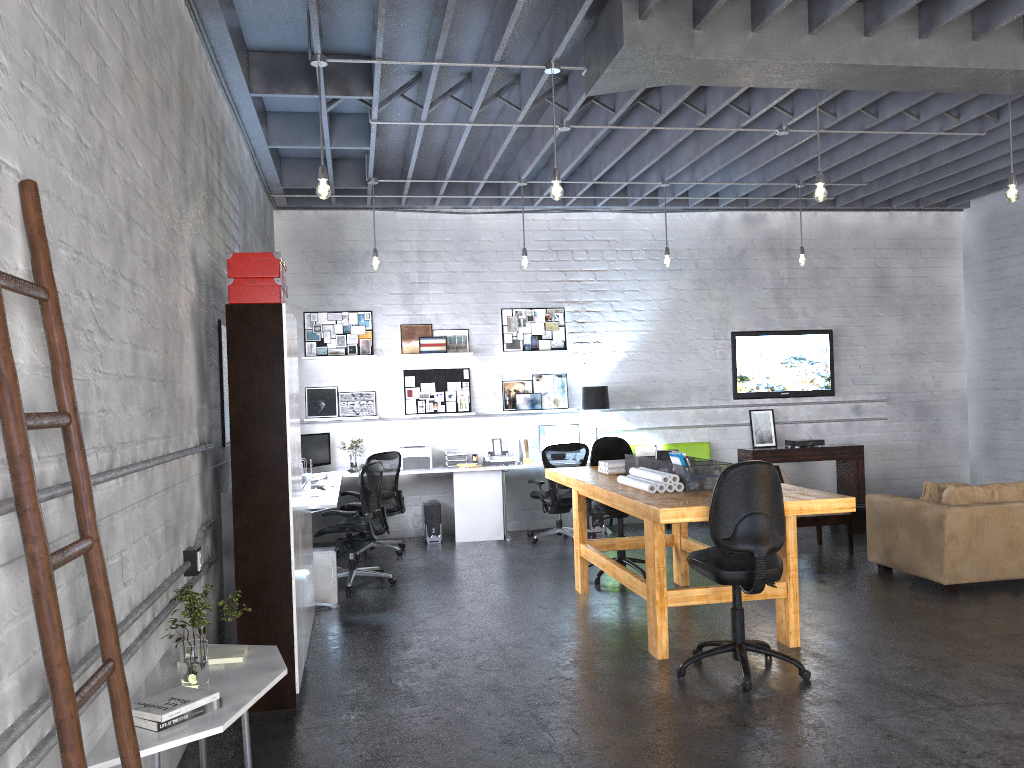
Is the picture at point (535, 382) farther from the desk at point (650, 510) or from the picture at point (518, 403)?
the desk at point (650, 510)

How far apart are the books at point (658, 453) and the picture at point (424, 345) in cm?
448

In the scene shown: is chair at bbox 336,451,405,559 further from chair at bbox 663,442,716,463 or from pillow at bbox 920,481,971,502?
pillow at bbox 920,481,971,502

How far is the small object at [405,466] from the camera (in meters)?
9.56

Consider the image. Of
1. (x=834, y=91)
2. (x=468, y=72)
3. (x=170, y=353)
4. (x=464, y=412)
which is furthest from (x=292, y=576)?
(x=464, y=412)

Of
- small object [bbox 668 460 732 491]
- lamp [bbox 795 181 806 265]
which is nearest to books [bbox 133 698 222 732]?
small object [bbox 668 460 732 491]

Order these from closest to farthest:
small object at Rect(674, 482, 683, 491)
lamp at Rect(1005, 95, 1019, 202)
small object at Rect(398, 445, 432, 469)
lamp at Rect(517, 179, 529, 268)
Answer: small object at Rect(674, 482, 683, 491), lamp at Rect(1005, 95, 1019, 202), lamp at Rect(517, 179, 529, 268), small object at Rect(398, 445, 432, 469)

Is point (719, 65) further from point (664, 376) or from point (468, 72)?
point (664, 376)

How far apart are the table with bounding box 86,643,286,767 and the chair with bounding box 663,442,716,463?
7.3 meters

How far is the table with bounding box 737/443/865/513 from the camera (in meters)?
10.26
